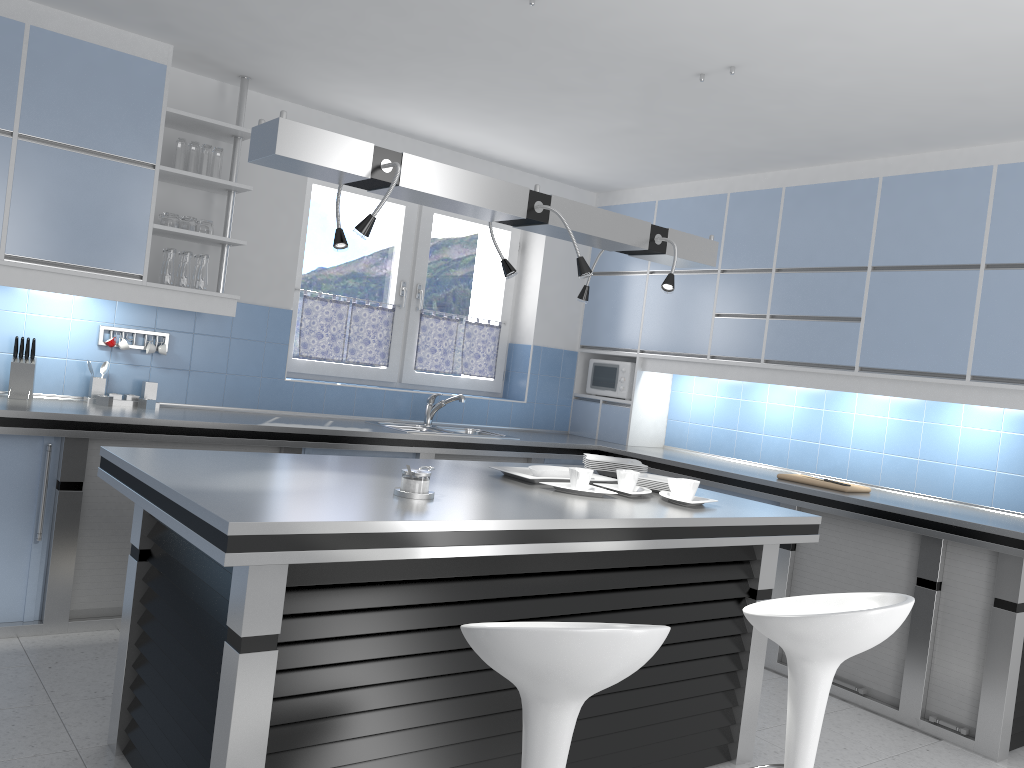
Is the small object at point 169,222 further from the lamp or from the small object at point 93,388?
the lamp

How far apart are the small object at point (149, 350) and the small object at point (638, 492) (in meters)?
2.58

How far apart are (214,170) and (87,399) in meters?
1.3 m

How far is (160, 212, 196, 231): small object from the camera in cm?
436

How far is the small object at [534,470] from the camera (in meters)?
3.38

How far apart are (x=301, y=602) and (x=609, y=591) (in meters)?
1.11

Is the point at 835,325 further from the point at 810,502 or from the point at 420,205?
the point at 420,205

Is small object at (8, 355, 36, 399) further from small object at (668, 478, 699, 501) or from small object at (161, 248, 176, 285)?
small object at (668, 478, 699, 501)

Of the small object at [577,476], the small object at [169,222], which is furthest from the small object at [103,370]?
the small object at [577,476]

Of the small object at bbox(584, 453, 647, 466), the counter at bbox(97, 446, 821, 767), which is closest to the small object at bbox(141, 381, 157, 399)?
the counter at bbox(97, 446, 821, 767)
